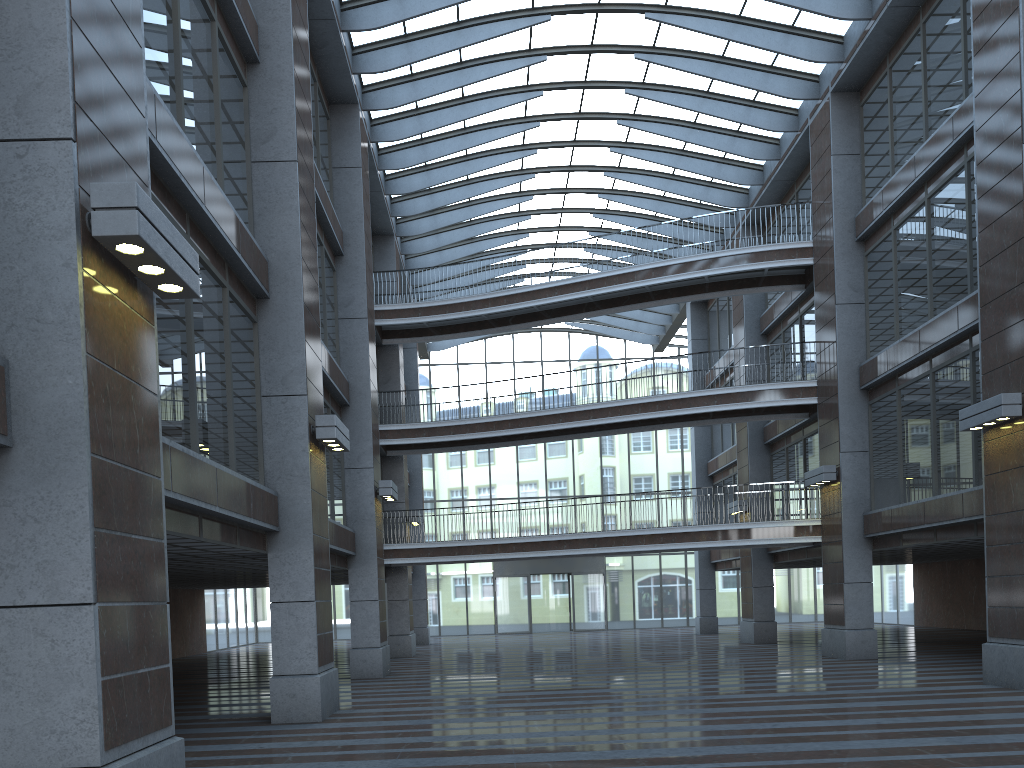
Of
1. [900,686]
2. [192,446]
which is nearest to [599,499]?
[900,686]
